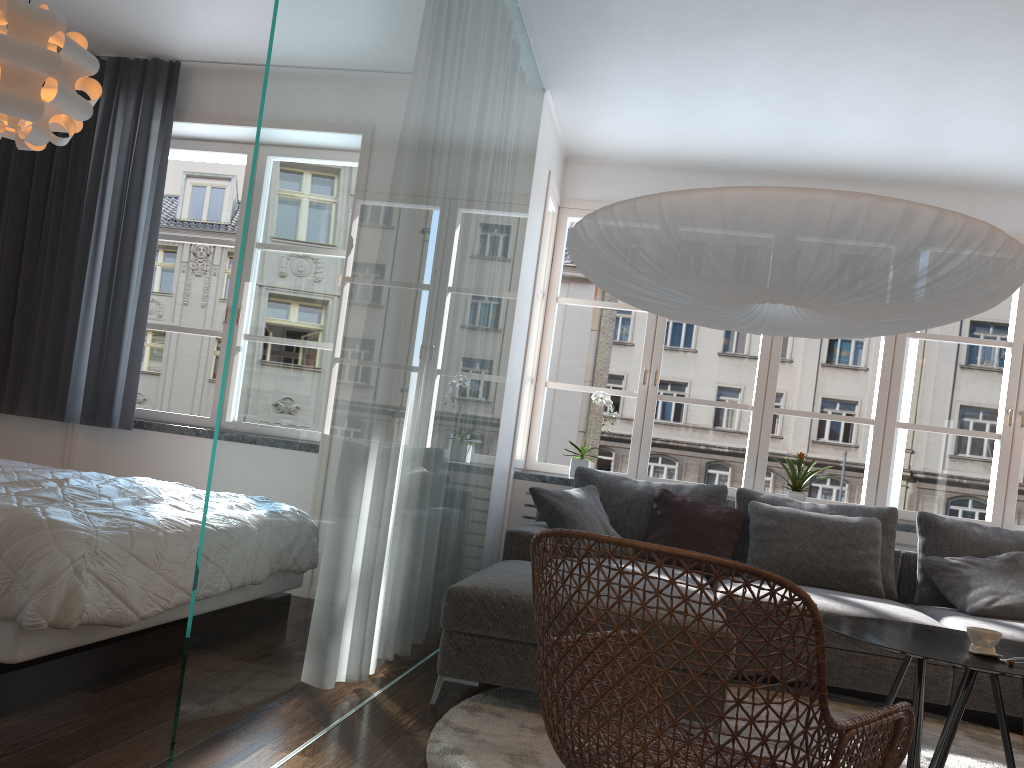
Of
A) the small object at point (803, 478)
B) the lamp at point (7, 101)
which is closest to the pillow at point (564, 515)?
→ the small object at point (803, 478)

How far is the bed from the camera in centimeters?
223cm

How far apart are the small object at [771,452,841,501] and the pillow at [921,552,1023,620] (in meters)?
0.78

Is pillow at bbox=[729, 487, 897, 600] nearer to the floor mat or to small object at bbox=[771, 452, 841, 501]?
small object at bbox=[771, 452, 841, 501]

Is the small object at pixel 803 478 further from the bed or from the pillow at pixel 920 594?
the bed

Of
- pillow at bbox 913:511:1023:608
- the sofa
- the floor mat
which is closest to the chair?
the floor mat

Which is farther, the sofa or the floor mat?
the sofa

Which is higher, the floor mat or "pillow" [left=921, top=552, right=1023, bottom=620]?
"pillow" [left=921, top=552, right=1023, bottom=620]

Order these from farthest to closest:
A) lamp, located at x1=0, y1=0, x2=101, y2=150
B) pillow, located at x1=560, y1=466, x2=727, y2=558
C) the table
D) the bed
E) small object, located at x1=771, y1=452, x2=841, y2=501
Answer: small object, located at x1=771, y1=452, x2=841, y2=501 → pillow, located at x1=560, y1=466, x2=727, y2=558 → lamp, located at x1=0, y1=0, x2=101, y2=150 → the table → the bed

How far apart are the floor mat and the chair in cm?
35
